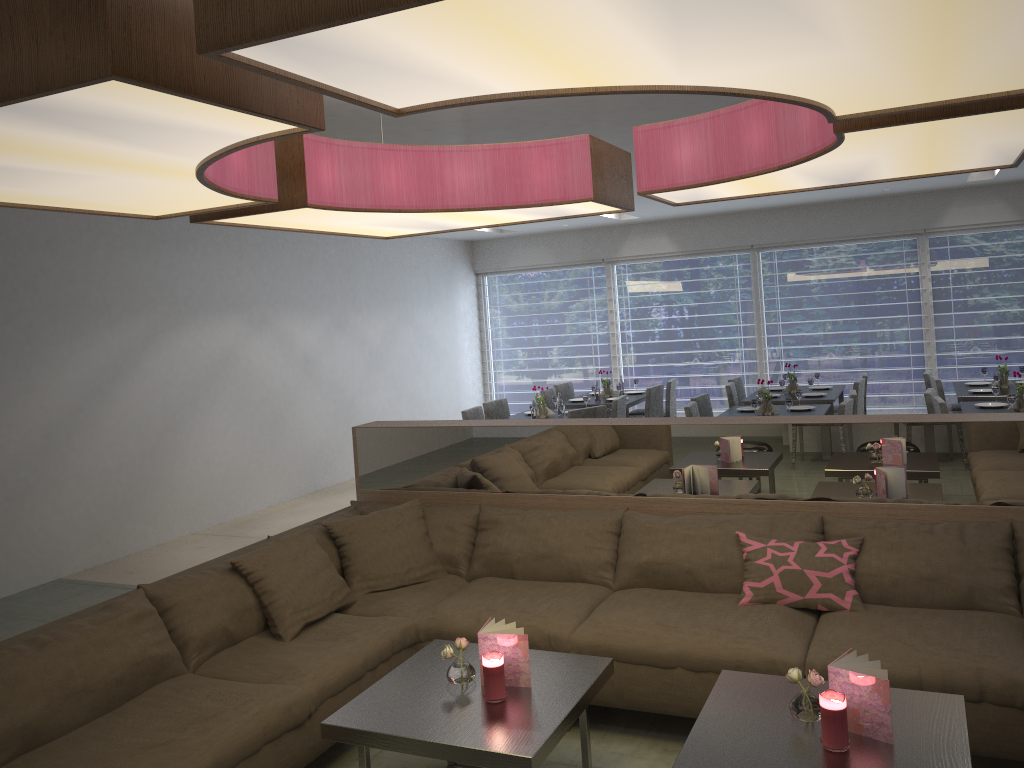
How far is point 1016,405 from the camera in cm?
607

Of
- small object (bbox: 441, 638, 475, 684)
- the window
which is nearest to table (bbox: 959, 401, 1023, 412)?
the window

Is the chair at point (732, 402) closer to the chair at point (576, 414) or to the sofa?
the chair at point (576, 414)

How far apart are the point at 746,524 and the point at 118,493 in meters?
4.7

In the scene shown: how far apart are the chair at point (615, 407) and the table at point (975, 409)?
2.6m

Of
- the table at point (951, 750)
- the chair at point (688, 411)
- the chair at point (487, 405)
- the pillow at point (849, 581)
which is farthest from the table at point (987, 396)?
the table at point (951, 750)

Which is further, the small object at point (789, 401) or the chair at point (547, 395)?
the chair at point (547, 395)

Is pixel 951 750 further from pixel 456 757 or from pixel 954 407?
pixel 954 407

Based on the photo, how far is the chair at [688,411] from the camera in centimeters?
651cm

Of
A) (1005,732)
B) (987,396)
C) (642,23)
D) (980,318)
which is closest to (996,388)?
(987,396)
